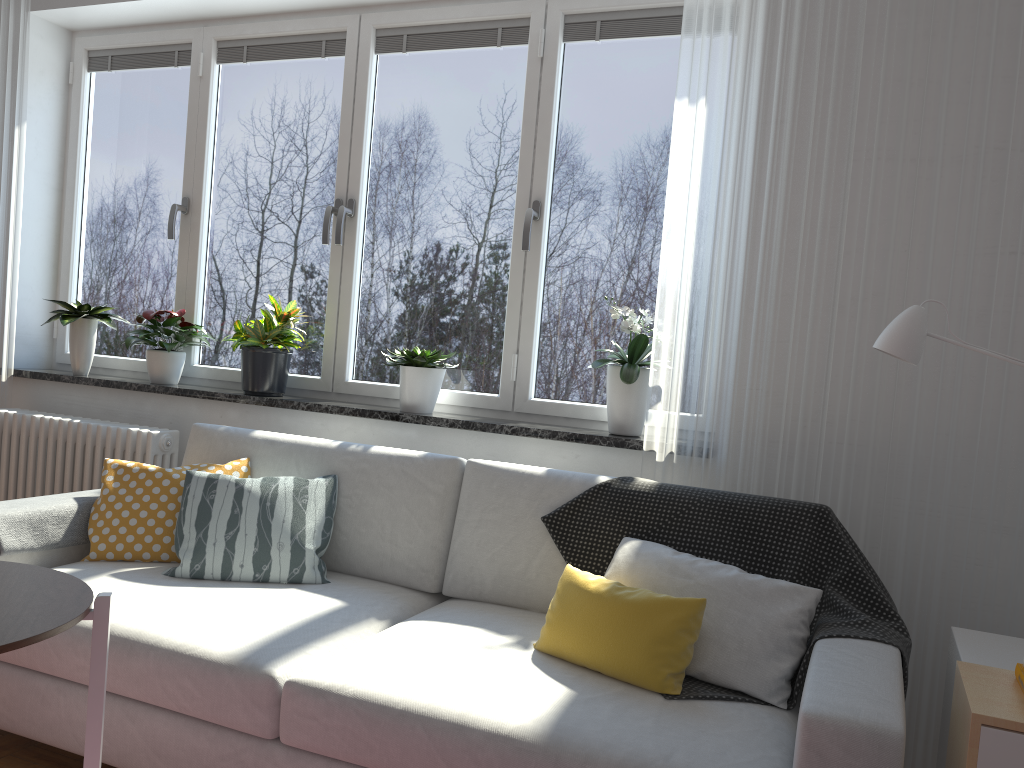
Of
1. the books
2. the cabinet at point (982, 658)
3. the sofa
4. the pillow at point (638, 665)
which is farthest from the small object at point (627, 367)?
the books

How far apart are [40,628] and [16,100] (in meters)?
3.08

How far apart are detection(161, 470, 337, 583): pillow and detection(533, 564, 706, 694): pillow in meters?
0.7 m

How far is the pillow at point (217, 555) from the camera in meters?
2.5 m

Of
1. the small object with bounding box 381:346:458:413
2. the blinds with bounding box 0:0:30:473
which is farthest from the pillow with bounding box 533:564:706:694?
the blinds with bounding box 0:0:30:473

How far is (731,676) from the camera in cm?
192

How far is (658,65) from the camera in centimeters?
300cm

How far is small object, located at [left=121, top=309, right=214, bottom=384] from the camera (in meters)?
3.51

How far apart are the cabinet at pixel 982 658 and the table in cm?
168

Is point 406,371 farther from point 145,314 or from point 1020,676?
point 1020,676
